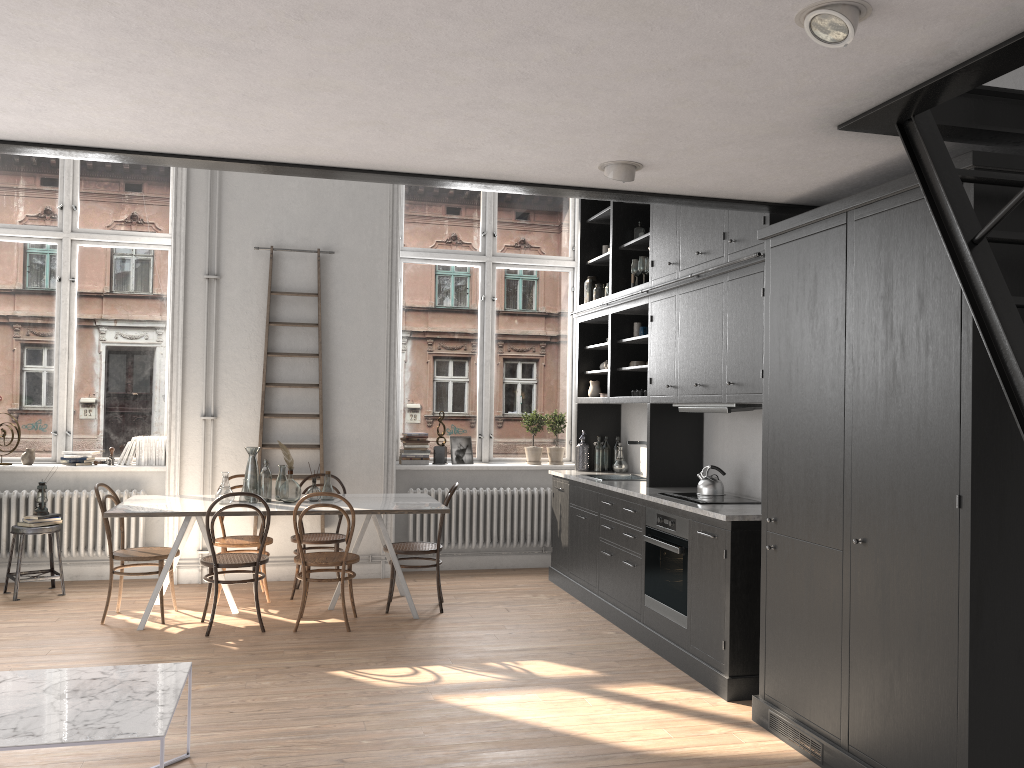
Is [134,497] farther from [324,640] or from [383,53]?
[383,53]

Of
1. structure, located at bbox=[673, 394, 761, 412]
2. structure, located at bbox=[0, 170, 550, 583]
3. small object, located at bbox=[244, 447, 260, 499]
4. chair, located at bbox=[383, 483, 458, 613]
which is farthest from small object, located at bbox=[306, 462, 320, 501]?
structure, located at bbox=[673, 394, 761, 412]

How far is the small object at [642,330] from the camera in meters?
6.7

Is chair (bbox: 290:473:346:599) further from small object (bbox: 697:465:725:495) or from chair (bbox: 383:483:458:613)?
small object (bbox: 697:465:725:495)

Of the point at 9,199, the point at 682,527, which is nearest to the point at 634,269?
the point at 682,527

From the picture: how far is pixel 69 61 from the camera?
2.6m

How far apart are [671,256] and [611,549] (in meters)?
2.07

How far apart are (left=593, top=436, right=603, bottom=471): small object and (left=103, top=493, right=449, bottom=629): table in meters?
1.5

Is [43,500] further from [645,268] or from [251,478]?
[645,268]

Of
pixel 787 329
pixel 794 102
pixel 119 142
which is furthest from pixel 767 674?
pixel 119 142
